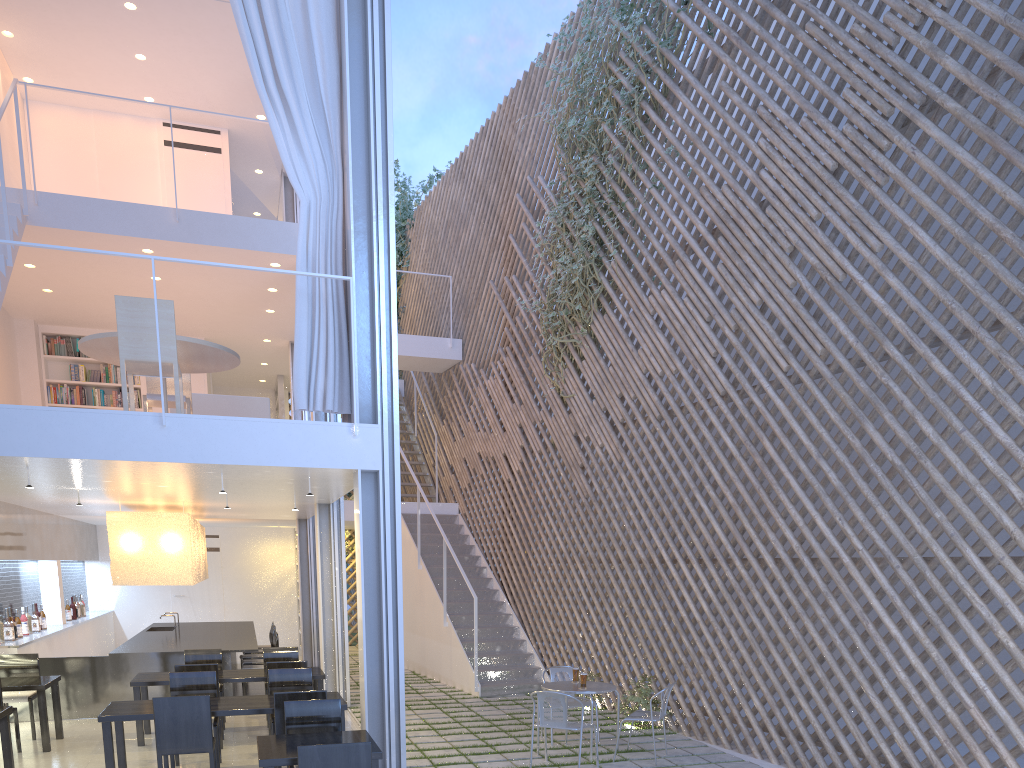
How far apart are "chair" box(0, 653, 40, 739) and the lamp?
0.6m

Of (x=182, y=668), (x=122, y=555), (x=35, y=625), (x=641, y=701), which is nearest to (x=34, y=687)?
(x=182, y=668)

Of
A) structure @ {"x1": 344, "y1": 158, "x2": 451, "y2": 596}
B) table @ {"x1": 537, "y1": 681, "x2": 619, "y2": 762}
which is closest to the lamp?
table @ {"x1": 537, "y1": 681, "x2": 619, "y2": 762}

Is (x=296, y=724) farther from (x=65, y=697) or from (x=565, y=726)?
(x=65, y=697)

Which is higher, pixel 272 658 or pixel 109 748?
pixel 272 658

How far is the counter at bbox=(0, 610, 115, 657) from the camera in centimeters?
480cm

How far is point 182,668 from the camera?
3.7 meters

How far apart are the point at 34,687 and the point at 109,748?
1.0 meters

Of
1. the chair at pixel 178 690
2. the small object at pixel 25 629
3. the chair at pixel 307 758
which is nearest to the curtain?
the chair at pixel 178 690

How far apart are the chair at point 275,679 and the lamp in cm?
154
